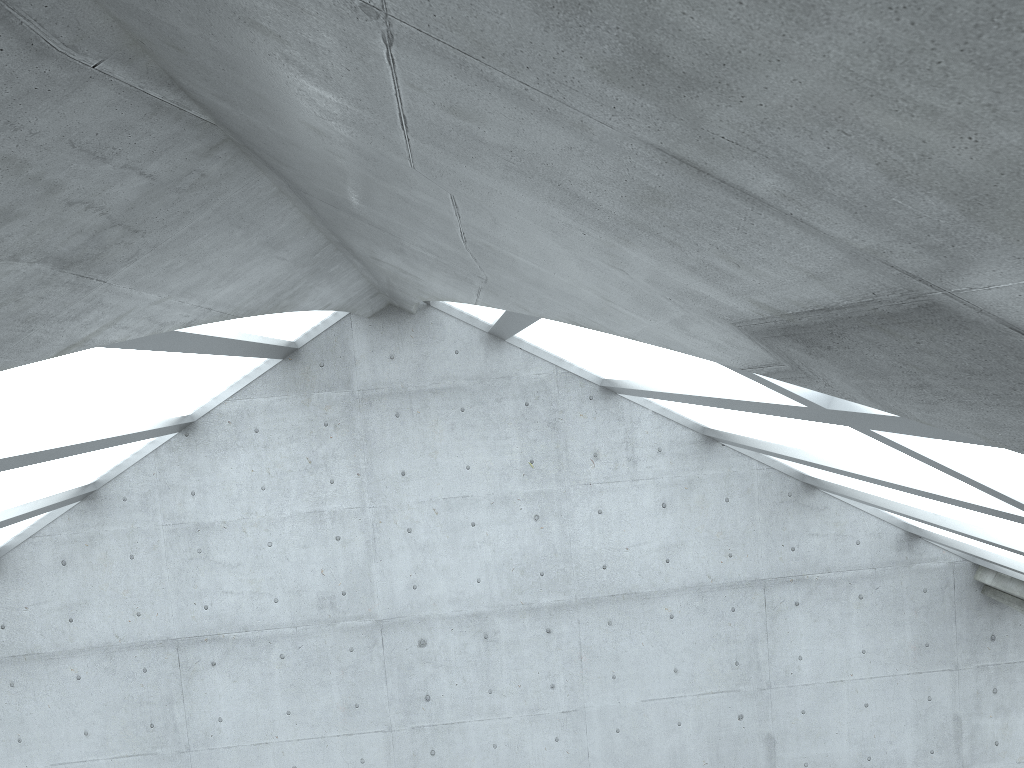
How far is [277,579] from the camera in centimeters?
2332cm

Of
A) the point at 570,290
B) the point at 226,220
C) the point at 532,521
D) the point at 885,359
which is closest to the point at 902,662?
the point at 532,521

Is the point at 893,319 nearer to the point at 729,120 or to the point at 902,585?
the point at 729,120
